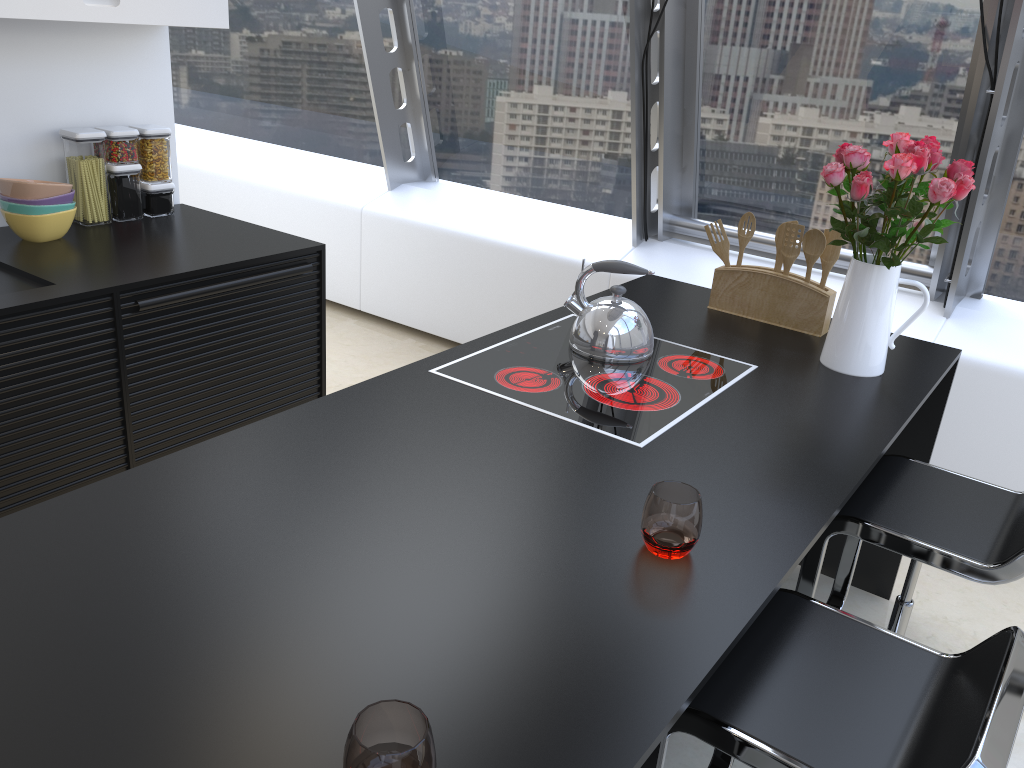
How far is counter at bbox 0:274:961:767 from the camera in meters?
1.0

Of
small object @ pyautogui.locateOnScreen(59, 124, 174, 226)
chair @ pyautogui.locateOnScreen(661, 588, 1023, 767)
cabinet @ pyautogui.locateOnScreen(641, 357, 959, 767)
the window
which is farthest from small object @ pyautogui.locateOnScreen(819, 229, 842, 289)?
small object @ pyautogui.locateOnScreen(59, 124, 174, 226)

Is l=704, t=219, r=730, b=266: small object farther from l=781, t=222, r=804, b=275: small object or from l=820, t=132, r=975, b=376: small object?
l=820, t=132, r=975, b=376: small object

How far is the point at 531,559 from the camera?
1.38m

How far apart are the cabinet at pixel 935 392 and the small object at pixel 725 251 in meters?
0.7

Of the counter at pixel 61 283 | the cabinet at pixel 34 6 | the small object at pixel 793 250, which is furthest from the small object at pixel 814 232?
the cabinet at pixel 34 6

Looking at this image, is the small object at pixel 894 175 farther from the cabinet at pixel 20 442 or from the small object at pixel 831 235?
the cabinet at pixel 20 442

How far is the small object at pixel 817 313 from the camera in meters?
2.5 m

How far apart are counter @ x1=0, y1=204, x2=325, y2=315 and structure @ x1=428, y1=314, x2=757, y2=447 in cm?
103

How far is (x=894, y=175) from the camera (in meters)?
2.04
